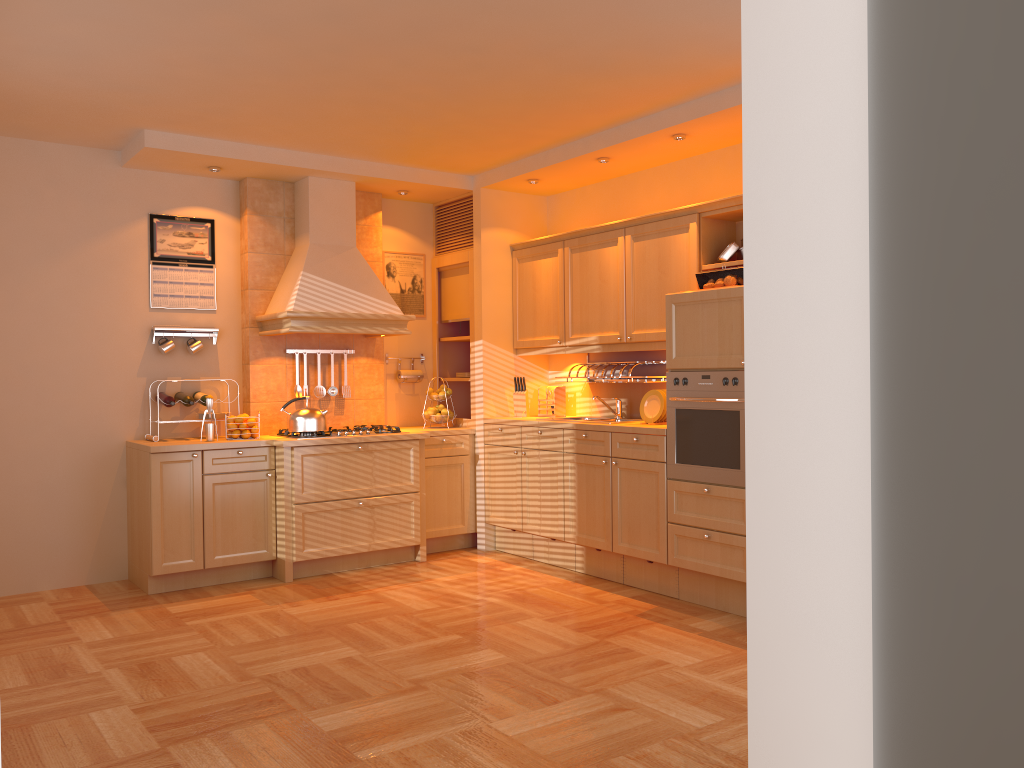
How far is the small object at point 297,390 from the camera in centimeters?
606cm

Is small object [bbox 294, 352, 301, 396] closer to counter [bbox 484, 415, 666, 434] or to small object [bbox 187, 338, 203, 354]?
small object [bbox 187, 338, 203, 354]

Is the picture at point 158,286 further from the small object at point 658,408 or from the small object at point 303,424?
the small object at point 658,408

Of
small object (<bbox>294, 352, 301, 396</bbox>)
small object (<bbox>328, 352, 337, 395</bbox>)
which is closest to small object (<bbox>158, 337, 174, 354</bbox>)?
small object (<bbox>294, 352, 301, 396</bbox>)

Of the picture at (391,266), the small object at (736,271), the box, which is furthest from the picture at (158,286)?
the box

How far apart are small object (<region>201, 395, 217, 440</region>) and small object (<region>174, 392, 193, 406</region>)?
0.2 meters

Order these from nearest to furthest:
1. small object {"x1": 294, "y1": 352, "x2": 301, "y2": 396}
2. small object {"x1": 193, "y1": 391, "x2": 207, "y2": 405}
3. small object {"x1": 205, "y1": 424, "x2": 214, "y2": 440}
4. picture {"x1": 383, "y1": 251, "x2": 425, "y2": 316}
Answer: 1. small object {"x1": 205, "y1": 424, "x2": 214, "y2": 440}
2. small object {"x1": 193, "y1": 391, "x2": 207, "y2": 405}
3. small object {"x1": 294, "y1": 352, "x2": 301, "y2": 396}
4. picture {"x1": 383, "y1": 251, "x2": 425, "y2": 316}

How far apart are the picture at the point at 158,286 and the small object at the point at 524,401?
2.2 meters

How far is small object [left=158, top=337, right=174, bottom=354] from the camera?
5.6 meters

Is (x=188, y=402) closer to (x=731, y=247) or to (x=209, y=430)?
(x=209, y=430)
